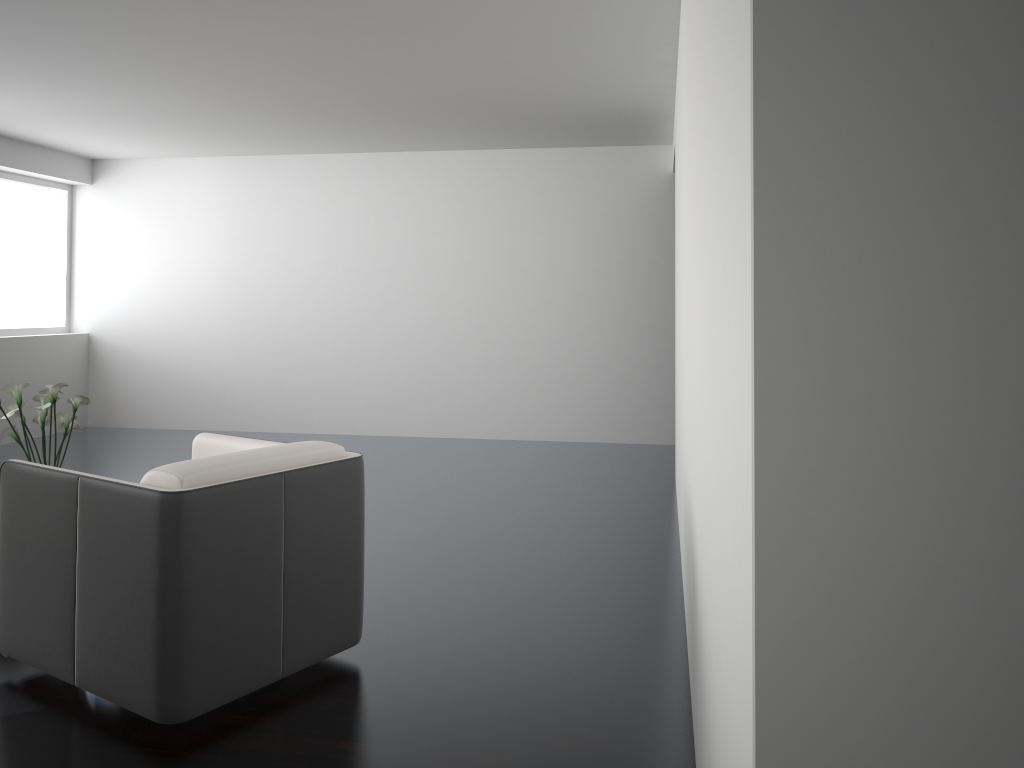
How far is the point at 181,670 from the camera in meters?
2.4

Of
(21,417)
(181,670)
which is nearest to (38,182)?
(21,417)

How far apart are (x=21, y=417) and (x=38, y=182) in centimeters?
464cm

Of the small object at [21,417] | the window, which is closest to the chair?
the small object at [21,417]

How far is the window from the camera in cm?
774

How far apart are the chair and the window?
5.1m

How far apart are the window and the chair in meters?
5.1 m

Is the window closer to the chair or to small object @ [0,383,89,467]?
small object @ [0,383,89,467]

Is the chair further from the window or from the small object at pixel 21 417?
the window

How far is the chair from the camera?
2.41m
